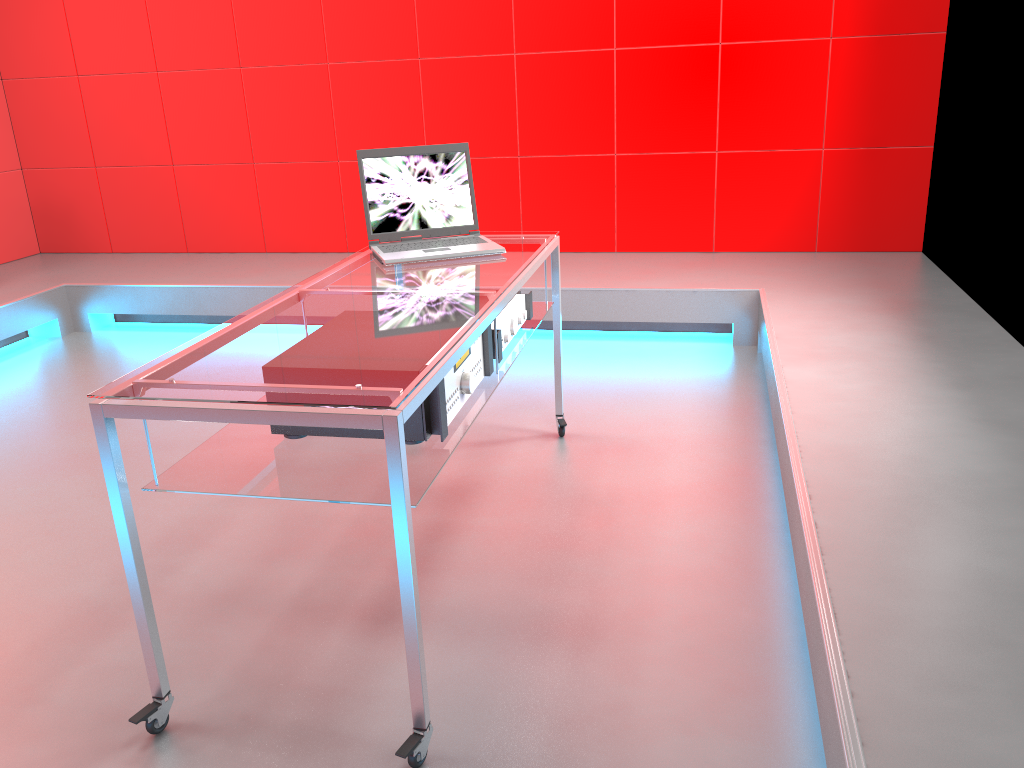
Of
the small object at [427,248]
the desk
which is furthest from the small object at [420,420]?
the small object at [427,248]

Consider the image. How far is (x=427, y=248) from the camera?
2.51m

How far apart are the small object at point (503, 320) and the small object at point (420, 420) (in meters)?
0.11

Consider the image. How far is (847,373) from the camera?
2.7 meters

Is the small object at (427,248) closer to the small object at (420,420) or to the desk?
the desk

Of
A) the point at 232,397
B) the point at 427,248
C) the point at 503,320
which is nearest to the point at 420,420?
the point at 232,397

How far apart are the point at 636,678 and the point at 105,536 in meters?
1.5

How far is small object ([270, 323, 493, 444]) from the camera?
1.7 meters

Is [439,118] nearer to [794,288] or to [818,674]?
[794,288]

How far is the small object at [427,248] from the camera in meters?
2.5
